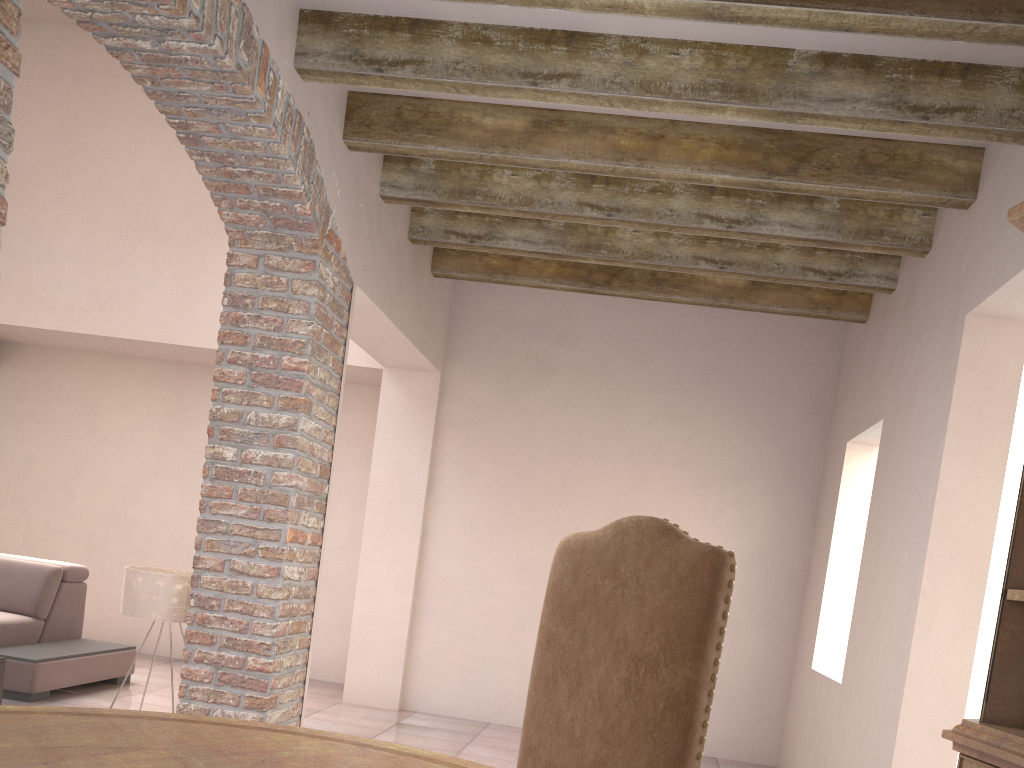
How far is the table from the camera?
1.3m

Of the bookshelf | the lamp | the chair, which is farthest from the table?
the lamp

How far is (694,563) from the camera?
1.86m

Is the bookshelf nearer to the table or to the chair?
the chair

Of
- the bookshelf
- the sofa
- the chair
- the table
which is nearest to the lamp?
the sofa

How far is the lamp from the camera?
3.8 meters

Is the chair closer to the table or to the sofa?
the table

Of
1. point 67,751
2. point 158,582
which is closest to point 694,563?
point 67,751

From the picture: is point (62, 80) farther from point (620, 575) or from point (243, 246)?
point (620, 575)

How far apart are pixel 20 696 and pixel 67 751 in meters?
4.1
